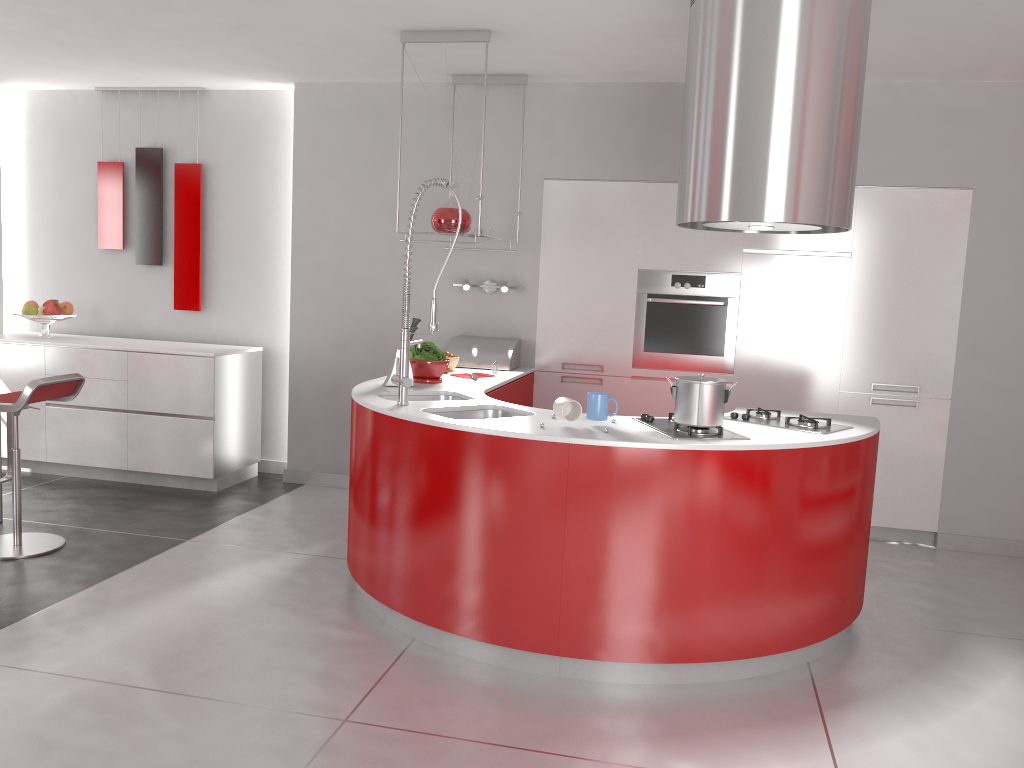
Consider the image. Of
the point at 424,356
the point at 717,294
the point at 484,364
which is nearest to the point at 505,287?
the point at 484,364

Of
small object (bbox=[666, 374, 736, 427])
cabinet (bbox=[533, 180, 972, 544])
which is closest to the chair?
cabinet (bbox=[533, 180, 972, 544])

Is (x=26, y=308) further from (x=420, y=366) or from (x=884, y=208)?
(x=884, y=208)

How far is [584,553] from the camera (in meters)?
3.08

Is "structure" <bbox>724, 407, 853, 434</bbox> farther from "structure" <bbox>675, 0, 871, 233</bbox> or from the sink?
the sink

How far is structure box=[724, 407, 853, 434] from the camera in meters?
3.5

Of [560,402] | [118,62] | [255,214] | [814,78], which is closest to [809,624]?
[560,402]

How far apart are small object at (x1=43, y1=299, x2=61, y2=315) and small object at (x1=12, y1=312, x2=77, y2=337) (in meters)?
0.05

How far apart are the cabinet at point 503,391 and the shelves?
0.77m

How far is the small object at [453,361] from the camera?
5.0 meters
